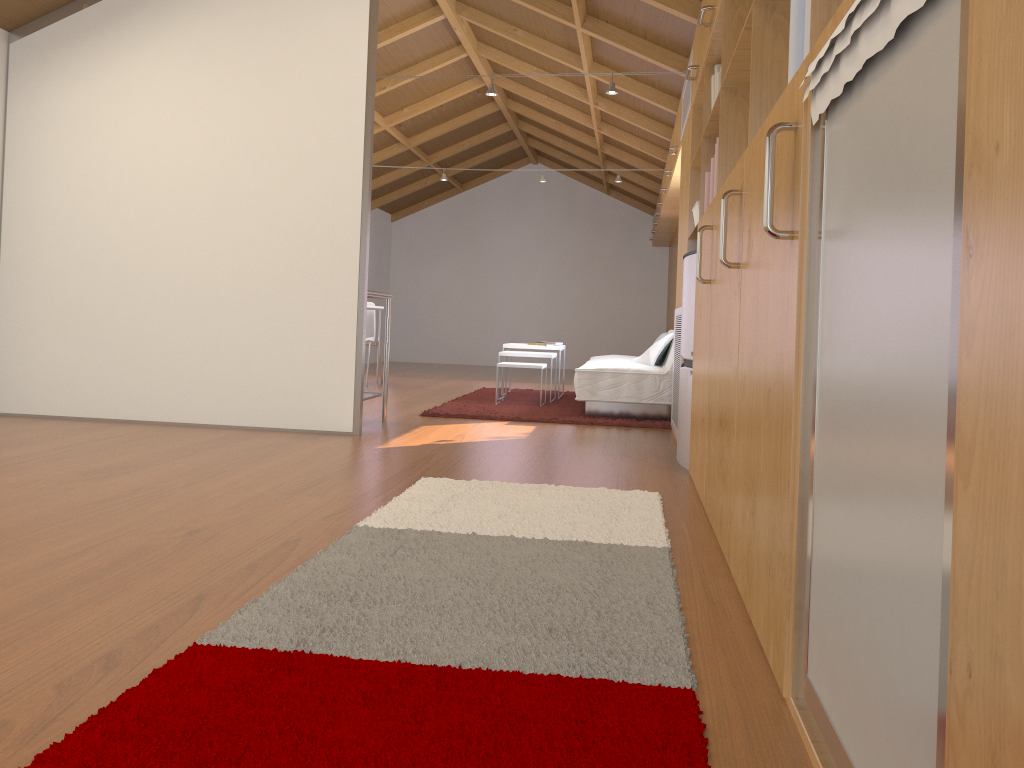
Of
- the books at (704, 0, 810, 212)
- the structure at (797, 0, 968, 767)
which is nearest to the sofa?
the books at (704, 0, 810, 212)

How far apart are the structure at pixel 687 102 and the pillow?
1.80m

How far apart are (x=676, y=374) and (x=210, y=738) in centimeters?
412cm

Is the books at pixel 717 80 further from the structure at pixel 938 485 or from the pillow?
the pillow

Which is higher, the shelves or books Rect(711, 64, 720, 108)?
books Rect(711, 64, 720, 108)

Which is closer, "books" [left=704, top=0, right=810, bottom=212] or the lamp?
"books" [left=704, top=0, right=810, bottom=212]

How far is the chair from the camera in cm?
849

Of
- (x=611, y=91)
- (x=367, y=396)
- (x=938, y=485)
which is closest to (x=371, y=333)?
(x=367, y=396)

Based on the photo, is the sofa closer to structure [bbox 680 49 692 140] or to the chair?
structure [bbox 680 49 692 140]

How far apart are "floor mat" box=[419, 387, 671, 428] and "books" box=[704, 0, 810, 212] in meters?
2.1 m
